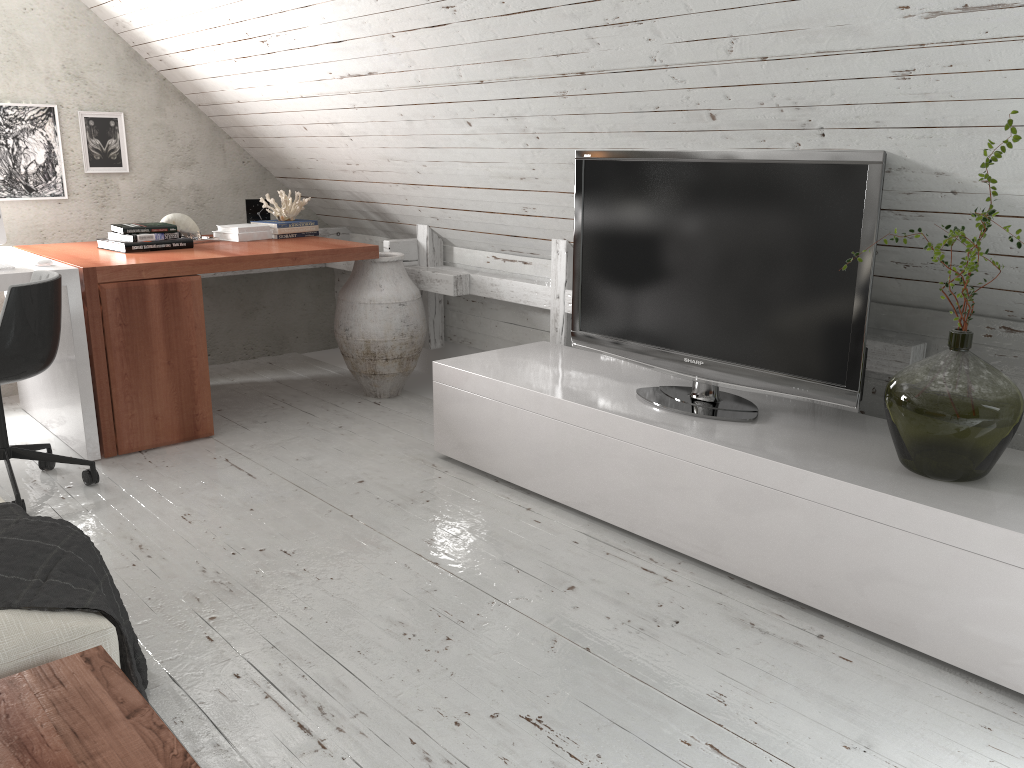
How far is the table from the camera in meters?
1.2 m

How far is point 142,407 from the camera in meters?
3.5 m

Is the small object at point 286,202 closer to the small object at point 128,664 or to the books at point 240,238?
the books at point 240,238

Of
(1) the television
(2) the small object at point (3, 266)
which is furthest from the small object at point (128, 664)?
(1) the television

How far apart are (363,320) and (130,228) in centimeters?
106cm

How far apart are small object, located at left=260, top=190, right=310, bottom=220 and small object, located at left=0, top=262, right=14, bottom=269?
1.4m

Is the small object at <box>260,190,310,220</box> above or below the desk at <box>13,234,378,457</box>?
above

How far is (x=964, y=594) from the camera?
2.01m

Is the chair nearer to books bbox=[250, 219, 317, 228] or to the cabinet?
the cabinet

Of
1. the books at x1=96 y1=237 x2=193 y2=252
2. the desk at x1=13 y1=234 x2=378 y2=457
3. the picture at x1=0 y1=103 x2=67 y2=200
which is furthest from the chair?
the picture at x1=0 y1=103 x2=67 y2=200
